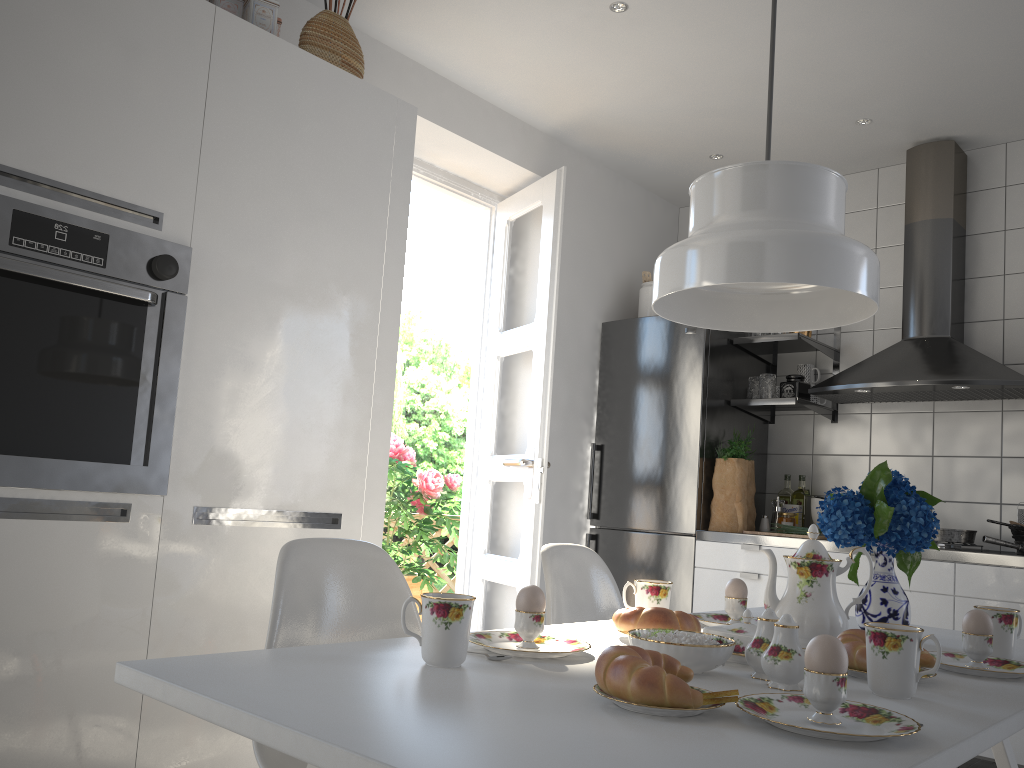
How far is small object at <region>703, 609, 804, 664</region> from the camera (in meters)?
1.39

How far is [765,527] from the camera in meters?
4.0

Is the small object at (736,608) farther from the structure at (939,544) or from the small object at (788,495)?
the small object at (788,495)

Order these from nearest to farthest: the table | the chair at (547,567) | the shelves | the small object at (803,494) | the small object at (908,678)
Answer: the table
the small object at (908,678)
the chair at (547,567)
the shelves
the small object at (803,494)

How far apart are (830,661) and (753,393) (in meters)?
3.19

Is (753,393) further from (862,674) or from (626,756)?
(626,756)

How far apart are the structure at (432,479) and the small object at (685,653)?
3.72m

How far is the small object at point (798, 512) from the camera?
4.01m

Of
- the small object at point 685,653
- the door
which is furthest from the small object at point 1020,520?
the small object at point 685,653

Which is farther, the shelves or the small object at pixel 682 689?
the shelves
